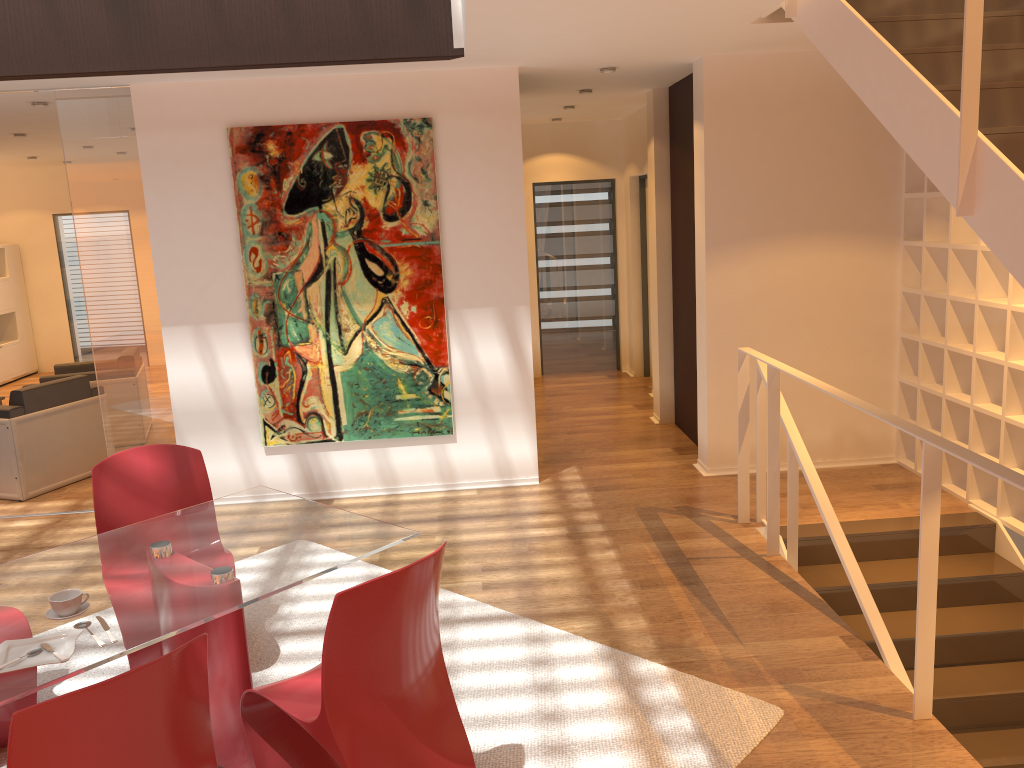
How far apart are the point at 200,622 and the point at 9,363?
10.43m

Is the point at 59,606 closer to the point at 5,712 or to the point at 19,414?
the point at 5,712

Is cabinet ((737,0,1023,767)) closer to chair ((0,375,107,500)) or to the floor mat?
the floor mat

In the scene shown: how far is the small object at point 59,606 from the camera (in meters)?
2.55

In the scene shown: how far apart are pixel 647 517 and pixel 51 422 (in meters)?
4.34

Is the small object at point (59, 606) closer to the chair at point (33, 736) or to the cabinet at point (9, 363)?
the chair at point (33, 736)

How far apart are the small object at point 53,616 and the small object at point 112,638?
0.11m

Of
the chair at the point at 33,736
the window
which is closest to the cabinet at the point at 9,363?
the window

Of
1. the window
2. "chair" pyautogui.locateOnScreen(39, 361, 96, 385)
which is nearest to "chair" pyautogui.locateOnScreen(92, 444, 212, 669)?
"chair" pyautogui.locateOnScreen(39, 361, 96, 385)

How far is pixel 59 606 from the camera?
2.6m
